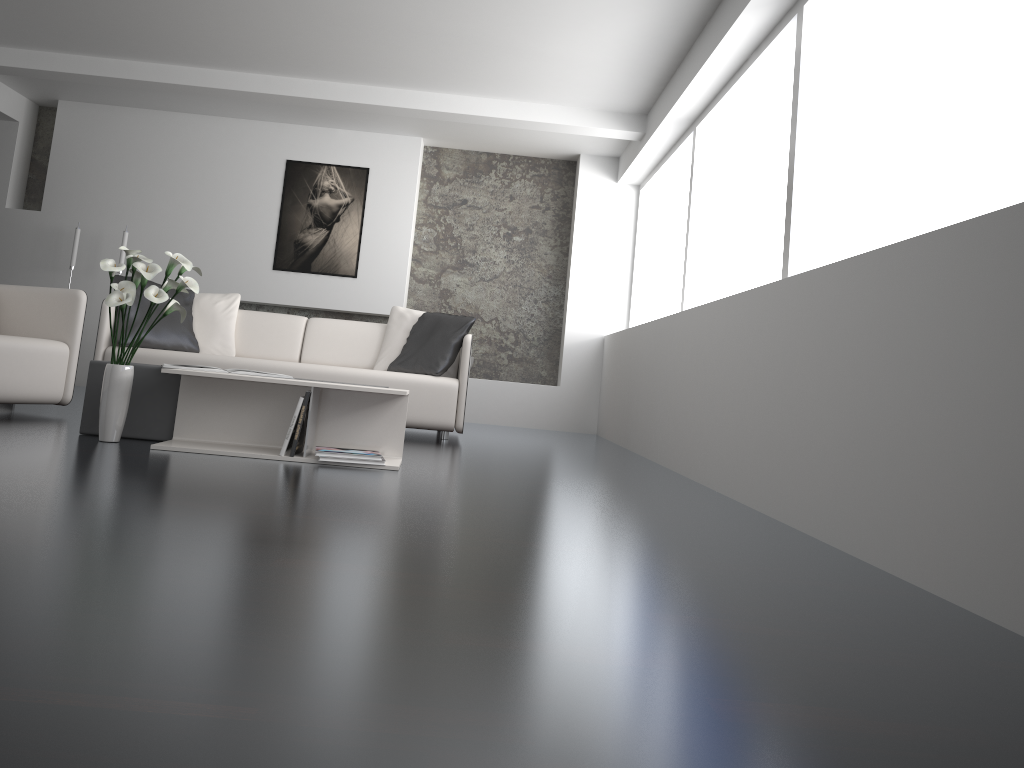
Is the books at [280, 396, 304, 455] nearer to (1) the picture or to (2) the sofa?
(2) the sofa

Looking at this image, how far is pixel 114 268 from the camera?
3.4m

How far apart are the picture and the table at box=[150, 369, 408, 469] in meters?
Answer: 4.1

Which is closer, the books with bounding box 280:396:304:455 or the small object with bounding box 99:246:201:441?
the small object with bounding box 99:246:201:441

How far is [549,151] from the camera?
7.9 meters

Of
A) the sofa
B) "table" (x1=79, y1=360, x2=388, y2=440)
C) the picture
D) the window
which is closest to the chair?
the sofa

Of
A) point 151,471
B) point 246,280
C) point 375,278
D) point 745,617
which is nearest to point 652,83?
point 375,278

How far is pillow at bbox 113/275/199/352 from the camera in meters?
5.4

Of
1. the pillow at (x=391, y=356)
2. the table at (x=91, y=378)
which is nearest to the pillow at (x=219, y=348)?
the pillow at (x=391, y=356)

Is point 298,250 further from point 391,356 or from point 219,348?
point 391,356
